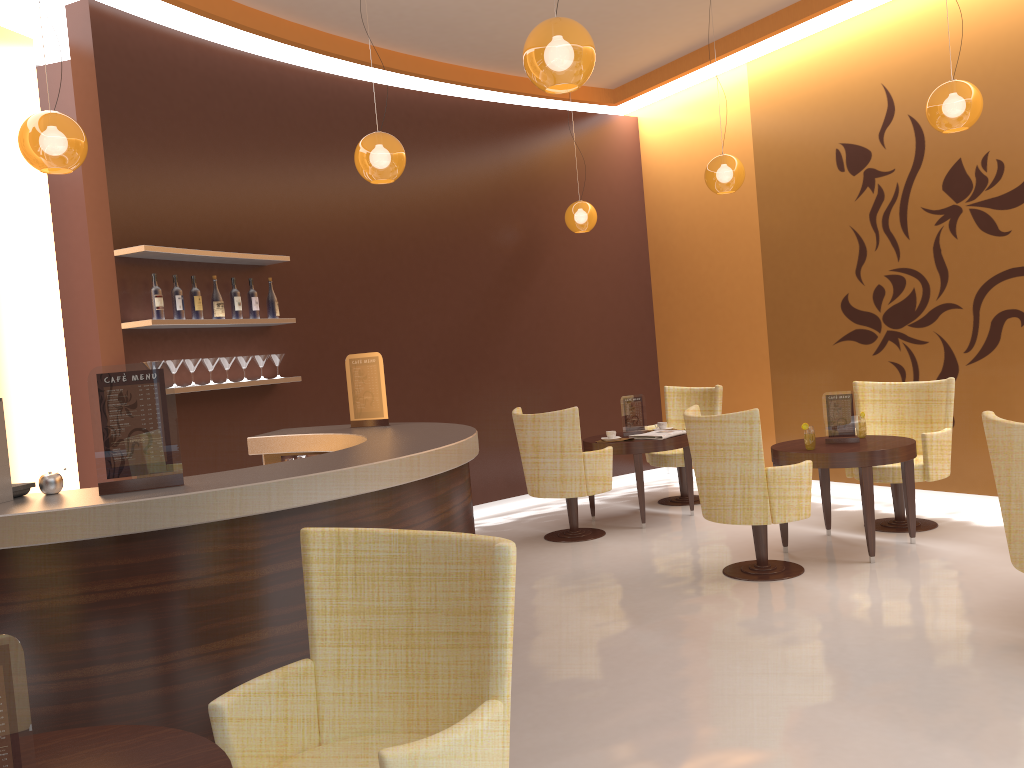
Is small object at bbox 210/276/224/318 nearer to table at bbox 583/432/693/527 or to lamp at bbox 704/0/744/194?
table at bbox 583/432/693/527

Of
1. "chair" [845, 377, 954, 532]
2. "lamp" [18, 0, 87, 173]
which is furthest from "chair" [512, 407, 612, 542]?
"lamp" [18, 0, 87, 173]

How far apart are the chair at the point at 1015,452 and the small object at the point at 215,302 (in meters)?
4.56

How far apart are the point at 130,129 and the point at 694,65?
4.9 meters

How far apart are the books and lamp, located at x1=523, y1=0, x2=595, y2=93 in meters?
3.6 m

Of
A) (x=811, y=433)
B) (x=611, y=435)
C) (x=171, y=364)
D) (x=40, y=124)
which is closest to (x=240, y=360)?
(x=171, y=364)

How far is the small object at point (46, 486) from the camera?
2.98m

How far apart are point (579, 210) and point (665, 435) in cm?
236

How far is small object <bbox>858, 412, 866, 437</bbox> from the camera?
5.88m

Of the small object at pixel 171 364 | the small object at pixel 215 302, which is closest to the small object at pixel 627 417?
the small object at pixel 215 302
